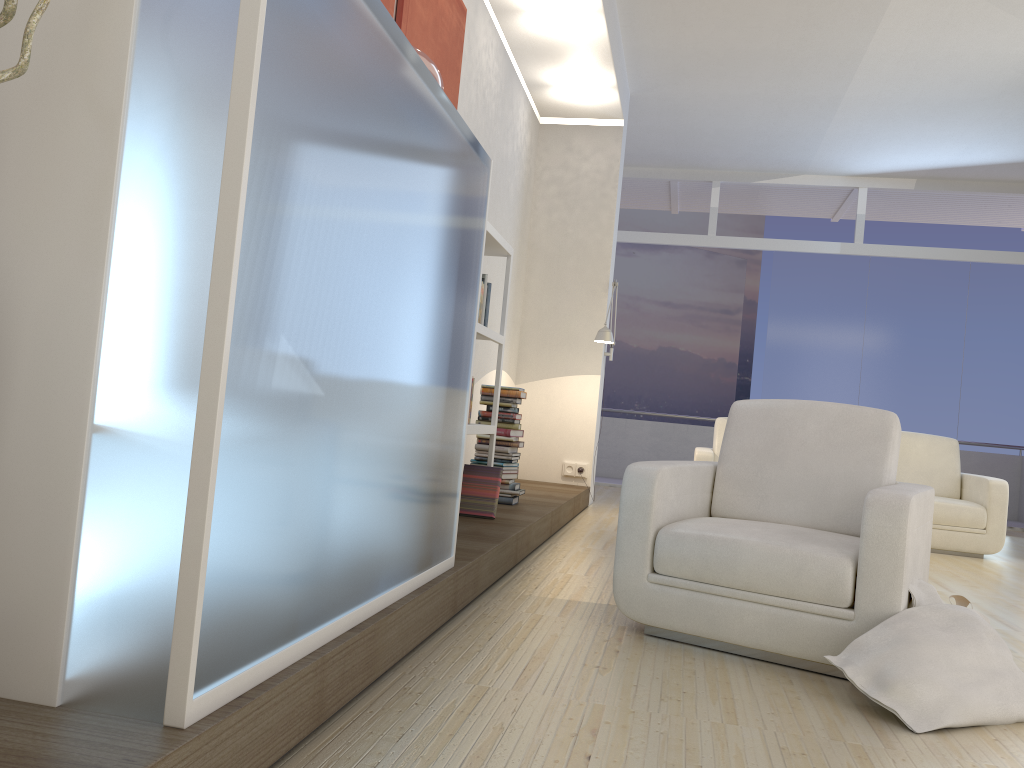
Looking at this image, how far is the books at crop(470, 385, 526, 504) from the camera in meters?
5.2 m

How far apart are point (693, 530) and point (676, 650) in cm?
39

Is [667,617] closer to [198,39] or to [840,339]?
[198,39]

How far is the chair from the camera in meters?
2.6

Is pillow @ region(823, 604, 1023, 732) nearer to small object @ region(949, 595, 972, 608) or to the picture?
small object @ region(949, 595, 972, 608)

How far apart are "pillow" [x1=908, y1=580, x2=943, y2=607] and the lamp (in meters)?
4.01

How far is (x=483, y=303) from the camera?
4.4 meters

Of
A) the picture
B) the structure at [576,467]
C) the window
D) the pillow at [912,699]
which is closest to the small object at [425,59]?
the picture

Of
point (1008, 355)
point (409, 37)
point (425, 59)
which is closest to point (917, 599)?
point (425, 59)

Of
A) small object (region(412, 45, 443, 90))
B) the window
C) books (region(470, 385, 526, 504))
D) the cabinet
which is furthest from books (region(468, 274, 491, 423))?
the window
